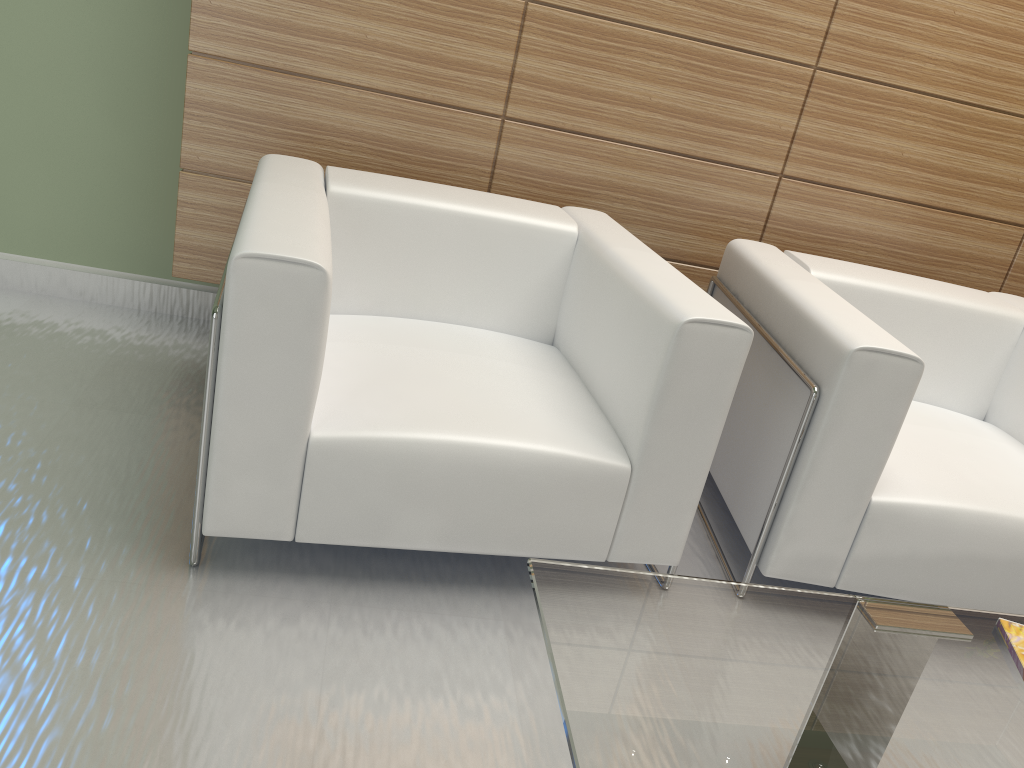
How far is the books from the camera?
2.3m

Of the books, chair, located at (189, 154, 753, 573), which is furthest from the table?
chair, located at (189, 154, 753, 573)

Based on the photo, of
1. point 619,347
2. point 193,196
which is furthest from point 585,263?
point 193,196

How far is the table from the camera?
1.8 meters

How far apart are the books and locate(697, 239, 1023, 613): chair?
1.02m

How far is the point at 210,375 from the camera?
2.9 meters

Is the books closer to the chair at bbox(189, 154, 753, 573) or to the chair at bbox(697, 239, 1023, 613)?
the chair at bbox(697, 239, 1023, 613)

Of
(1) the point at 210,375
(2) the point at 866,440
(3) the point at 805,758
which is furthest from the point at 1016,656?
(1) the point at 210,375

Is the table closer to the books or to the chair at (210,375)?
the books

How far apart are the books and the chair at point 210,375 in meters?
1.1 m
